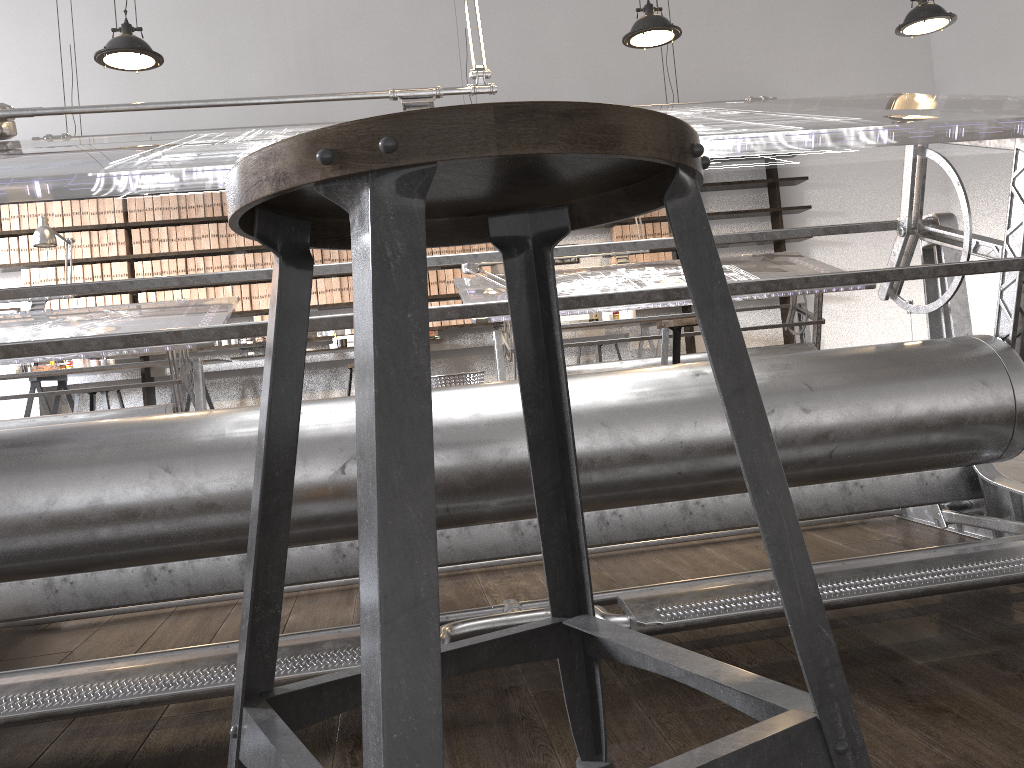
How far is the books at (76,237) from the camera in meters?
7.3 m

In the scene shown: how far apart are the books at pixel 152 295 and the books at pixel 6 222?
1.2 meters

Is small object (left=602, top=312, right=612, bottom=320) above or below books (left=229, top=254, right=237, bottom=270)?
below

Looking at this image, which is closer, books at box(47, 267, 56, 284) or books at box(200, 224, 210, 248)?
books at box(47, 267, 56, 284)

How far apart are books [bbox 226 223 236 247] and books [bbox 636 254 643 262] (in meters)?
3.55

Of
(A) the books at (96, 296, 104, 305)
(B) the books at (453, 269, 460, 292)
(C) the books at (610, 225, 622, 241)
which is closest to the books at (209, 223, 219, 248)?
(A) the books at (96, 296, 104, 305)

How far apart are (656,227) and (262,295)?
3.5m

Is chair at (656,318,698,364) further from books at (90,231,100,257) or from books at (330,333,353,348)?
books at (90,231,100,257)

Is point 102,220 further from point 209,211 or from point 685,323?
point 685,323

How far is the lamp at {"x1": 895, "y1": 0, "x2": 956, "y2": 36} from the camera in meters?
4.6 m
